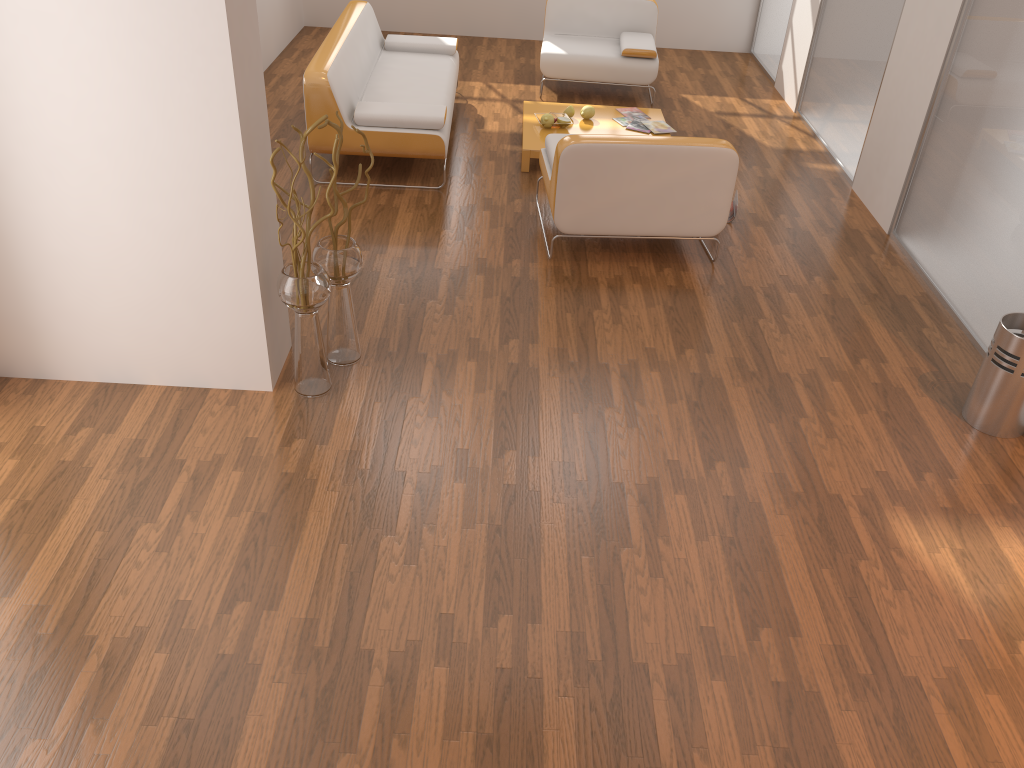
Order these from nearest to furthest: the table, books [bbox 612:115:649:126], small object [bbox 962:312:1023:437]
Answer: small object [bbox 962:312:1023:437]
the table
books [bbox 612:115:649:126]

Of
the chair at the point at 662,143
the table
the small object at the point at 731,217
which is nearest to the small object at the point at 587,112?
the table

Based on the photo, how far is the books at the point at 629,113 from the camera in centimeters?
632cm

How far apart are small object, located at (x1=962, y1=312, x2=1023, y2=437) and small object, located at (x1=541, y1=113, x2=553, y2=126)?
3.3 meters

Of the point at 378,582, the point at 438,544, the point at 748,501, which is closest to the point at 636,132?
the point at 748,501

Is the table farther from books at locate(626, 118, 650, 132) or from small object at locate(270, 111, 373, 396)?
small object at locate(270, 111, 373, 396)

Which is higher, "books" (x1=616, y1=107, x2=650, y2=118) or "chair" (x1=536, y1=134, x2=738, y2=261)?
"chair" (x1=536, y1=134, x2=738, y2=261)

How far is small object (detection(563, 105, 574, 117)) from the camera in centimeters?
611cm

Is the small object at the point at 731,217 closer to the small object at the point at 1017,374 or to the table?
the table

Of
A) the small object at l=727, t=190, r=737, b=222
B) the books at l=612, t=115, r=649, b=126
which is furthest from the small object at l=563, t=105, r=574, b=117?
the small object at l=727, t=190, r=737, b=222
